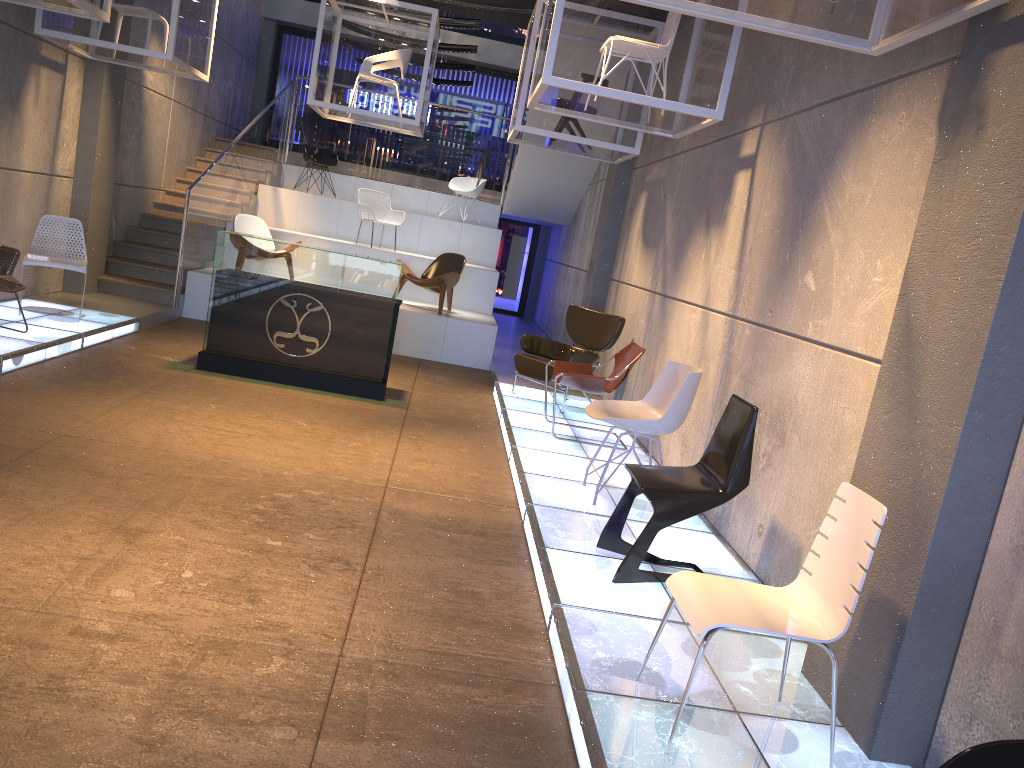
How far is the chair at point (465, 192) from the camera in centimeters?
1416cm

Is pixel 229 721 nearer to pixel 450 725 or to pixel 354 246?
pixel 450 725

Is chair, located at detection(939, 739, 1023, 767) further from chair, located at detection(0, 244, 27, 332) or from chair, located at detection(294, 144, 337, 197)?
chair, located at detection(294, 144, 337, 197)

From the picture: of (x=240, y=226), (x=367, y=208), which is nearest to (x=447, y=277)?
(x=367, y=208)

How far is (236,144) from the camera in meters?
11.7

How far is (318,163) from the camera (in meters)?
13.86

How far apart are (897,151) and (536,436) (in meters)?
3.70

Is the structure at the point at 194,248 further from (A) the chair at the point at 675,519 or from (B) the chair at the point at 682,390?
(A) the chair at the point at 675,519

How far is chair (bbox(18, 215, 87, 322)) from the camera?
7.82m

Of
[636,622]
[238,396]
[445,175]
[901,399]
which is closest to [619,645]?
[636,622]
